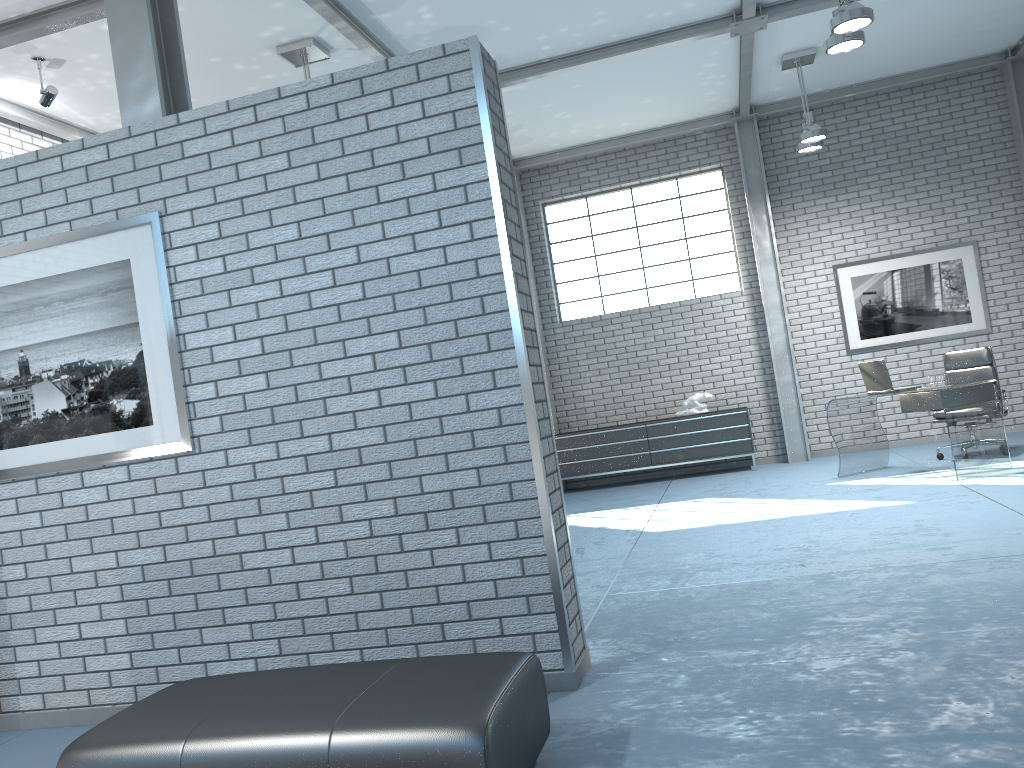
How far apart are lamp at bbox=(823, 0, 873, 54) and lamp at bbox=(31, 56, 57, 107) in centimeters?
528cm

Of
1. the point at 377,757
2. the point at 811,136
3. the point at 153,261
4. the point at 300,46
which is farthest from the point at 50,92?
the point at 811,136

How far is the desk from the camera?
6.90m

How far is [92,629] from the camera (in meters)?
3.82

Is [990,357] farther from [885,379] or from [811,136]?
[811,136]

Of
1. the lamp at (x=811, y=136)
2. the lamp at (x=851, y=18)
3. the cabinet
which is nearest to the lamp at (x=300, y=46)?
the lamp at (x=851, y=18)

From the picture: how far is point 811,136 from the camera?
8.2 meters

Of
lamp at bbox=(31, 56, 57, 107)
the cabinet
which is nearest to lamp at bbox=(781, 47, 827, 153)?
the cabinet

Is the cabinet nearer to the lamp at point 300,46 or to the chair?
the chair

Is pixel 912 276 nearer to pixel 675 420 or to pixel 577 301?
pixel 675 420
